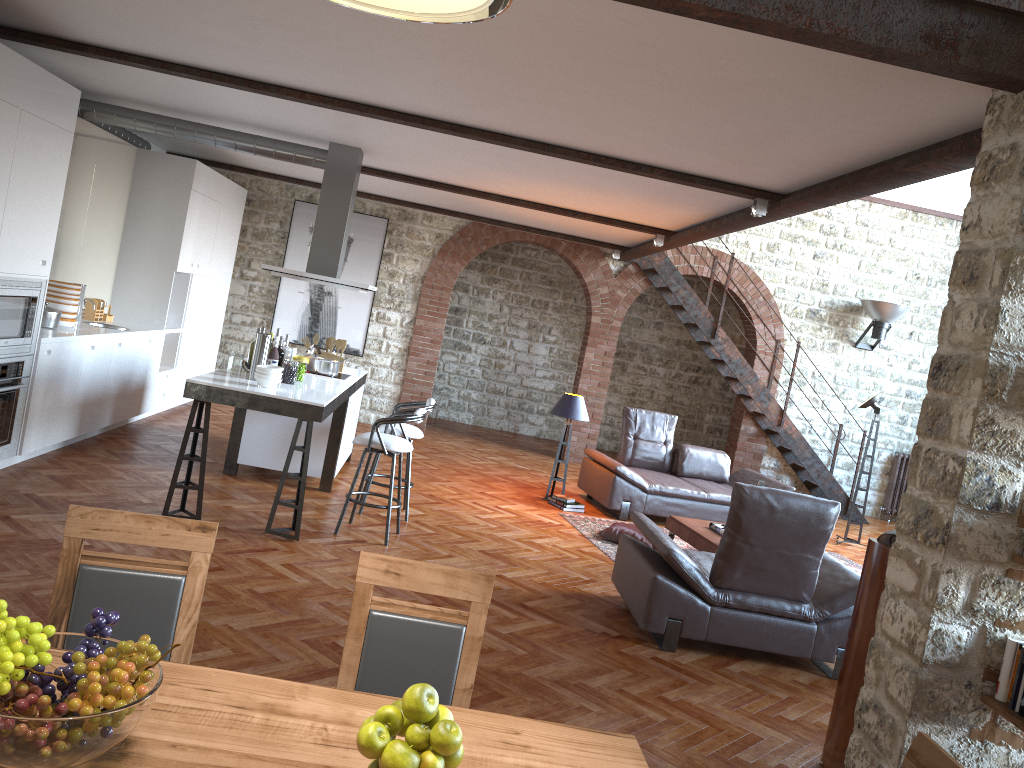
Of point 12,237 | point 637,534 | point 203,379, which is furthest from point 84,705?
point 637,534

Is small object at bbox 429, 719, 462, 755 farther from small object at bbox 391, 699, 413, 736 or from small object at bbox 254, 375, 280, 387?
small object at bbox 254, 375, 280, 387

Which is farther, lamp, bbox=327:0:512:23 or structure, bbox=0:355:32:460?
structure, bbox=0:355:32:460

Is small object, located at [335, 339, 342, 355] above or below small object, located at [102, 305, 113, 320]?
above

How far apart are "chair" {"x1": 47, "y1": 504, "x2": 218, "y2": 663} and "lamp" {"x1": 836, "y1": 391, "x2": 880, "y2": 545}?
8.69m

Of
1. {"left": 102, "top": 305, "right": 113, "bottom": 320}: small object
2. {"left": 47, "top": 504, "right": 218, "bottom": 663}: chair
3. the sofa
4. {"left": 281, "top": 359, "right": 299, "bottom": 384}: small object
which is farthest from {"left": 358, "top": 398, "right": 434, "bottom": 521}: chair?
{"left": 47, "top": 504, "right": 218, "bottom": 663}: chair

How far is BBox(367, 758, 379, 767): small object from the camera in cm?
167

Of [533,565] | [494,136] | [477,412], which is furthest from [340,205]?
[477,412]

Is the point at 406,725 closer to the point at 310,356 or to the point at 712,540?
the point at 712,540

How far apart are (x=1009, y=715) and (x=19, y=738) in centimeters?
301cm
